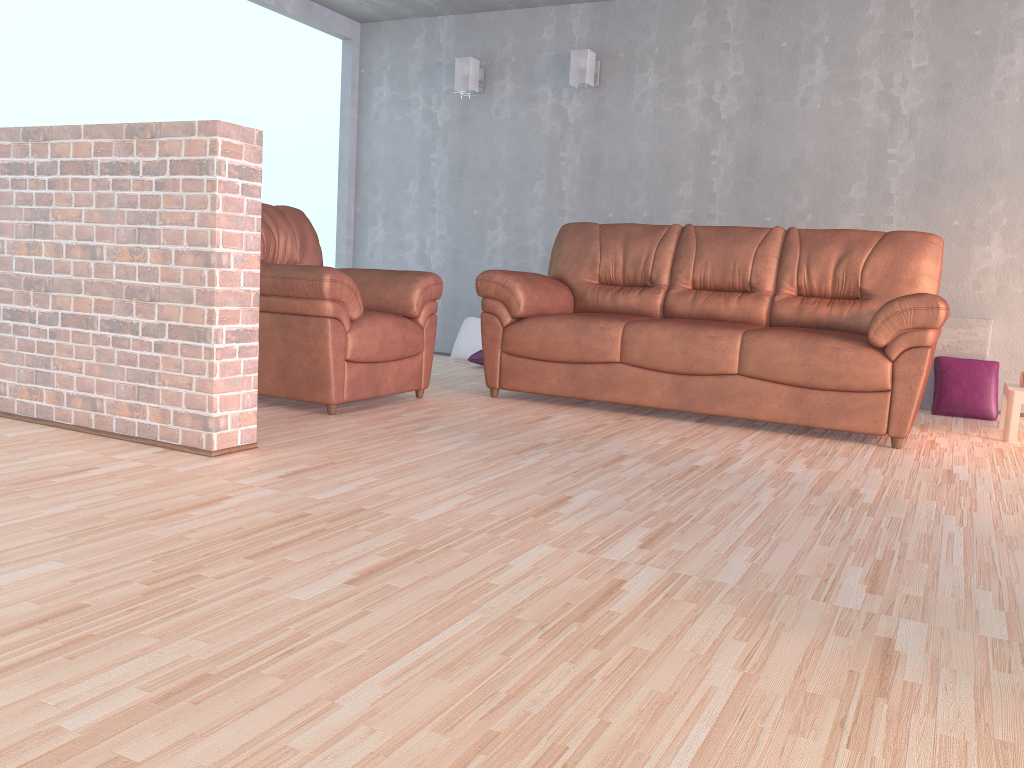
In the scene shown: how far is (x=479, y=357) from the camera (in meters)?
5.94

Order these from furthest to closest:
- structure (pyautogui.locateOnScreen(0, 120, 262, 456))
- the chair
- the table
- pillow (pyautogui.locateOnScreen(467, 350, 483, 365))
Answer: pillow (pyautogui.locateOnScreen(467, 350, 483, 365)) < the table < the chair < structure (pyautogui.locateOnScreen(0, 120, 262, 456))

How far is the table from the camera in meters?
4.0 m

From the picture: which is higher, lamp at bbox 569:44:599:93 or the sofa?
lamp at bbox 569:44:599:93

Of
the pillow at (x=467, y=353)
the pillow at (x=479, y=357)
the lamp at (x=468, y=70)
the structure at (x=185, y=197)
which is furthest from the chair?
the lamp at (x=468, y=70)

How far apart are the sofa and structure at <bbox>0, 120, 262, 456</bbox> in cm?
171

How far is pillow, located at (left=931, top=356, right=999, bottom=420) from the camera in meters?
4.8 m

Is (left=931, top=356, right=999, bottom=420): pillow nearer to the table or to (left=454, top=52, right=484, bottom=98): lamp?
the table

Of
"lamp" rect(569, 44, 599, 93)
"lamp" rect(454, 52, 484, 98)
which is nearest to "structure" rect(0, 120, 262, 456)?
"lamp" rect(569, 44, 599, 93)

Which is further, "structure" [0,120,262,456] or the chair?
the chair
